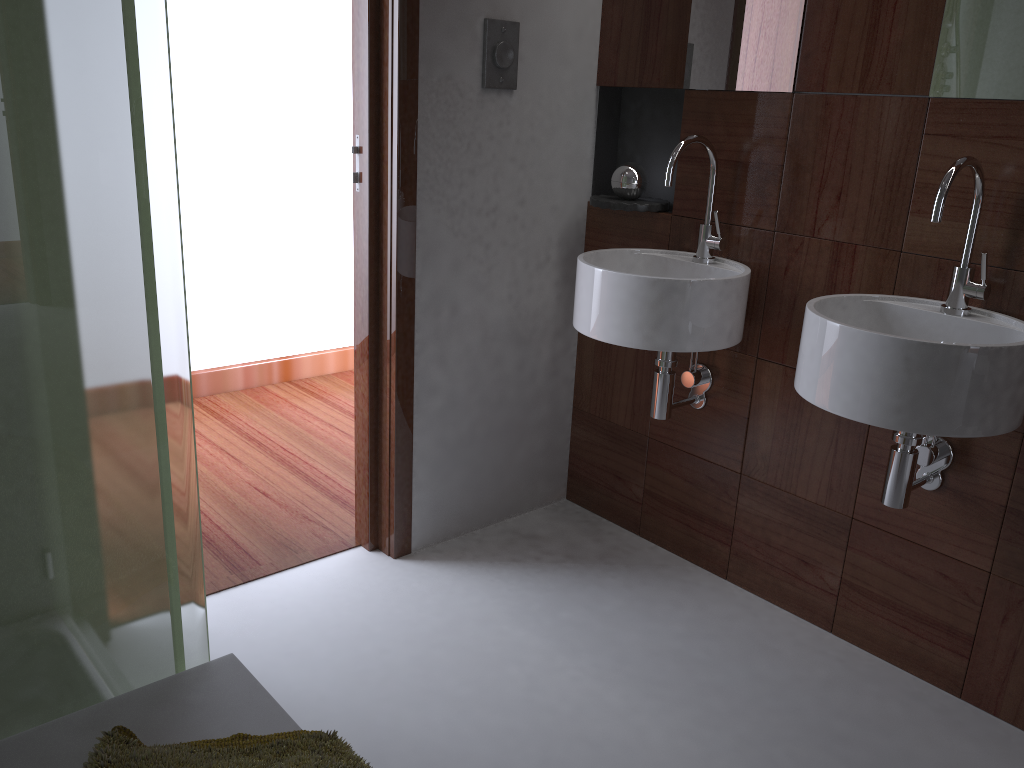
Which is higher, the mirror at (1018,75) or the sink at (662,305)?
the mirror at (1018,75)

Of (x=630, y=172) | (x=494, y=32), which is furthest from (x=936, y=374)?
(x=494, y=32)

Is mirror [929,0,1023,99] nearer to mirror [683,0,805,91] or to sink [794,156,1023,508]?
sink [794,156,1023,508]

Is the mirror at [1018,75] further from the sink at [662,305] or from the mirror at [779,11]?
the sink at [662,305]

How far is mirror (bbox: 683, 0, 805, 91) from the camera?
2.03m

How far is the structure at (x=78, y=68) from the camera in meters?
1.0 m

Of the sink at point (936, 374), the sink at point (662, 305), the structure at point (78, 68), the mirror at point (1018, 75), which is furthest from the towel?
the mirror at point (1018, 75)

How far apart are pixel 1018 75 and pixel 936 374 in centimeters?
63cm

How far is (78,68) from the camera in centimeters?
96cm

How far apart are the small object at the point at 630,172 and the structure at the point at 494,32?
0.4m
